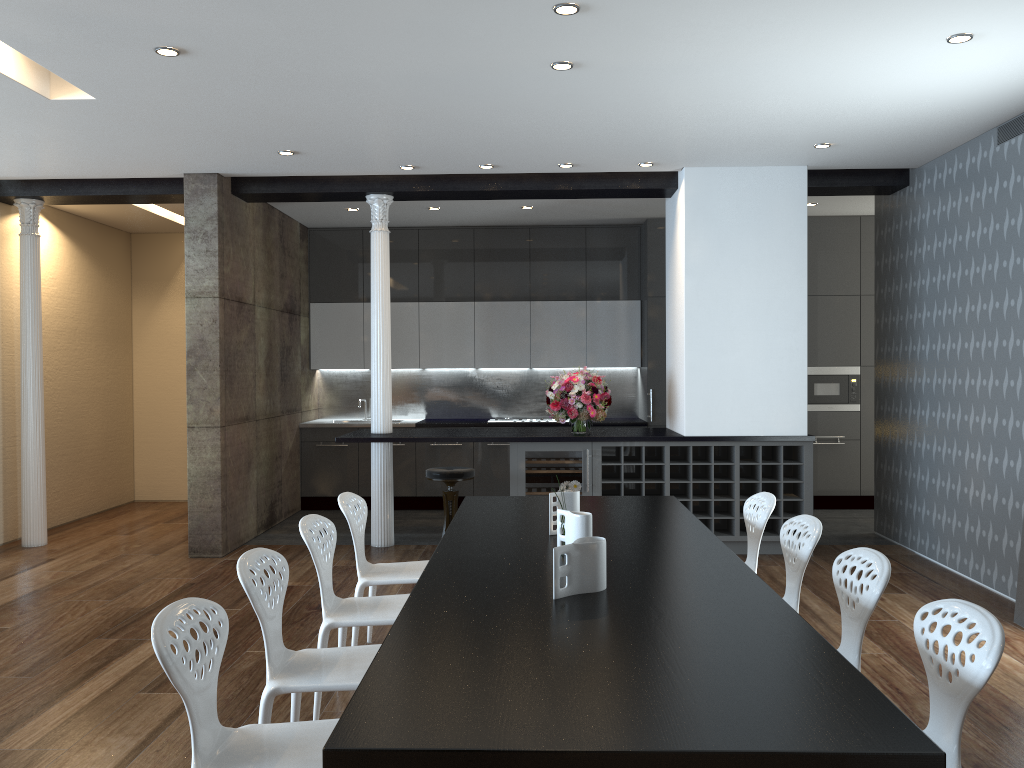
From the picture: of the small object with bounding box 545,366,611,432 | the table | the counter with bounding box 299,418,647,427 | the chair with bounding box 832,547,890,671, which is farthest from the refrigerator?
the chair with bounding box 832,547,890,671

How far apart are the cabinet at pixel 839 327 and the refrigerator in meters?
2.2 m

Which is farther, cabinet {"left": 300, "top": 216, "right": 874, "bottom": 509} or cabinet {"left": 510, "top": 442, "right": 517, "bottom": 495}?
cabinet {"left": 300, "top": 216, "right": 874, "bottom": 509}

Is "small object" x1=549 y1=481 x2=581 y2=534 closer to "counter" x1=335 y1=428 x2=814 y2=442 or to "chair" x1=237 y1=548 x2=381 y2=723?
"chair" x1=237 y1=548 x2=381 y2=723

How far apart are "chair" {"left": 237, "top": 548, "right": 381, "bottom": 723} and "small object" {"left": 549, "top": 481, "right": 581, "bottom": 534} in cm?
110

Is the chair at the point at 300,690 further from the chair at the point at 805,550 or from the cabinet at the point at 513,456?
the cabinet at the point at 513,456

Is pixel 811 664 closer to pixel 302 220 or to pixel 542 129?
pixel 542 129

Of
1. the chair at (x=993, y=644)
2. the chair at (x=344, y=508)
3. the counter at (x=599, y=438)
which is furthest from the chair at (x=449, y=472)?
the chair at (x=993, y=644)

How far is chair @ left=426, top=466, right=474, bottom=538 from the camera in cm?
667

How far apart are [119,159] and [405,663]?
5.4 meters
